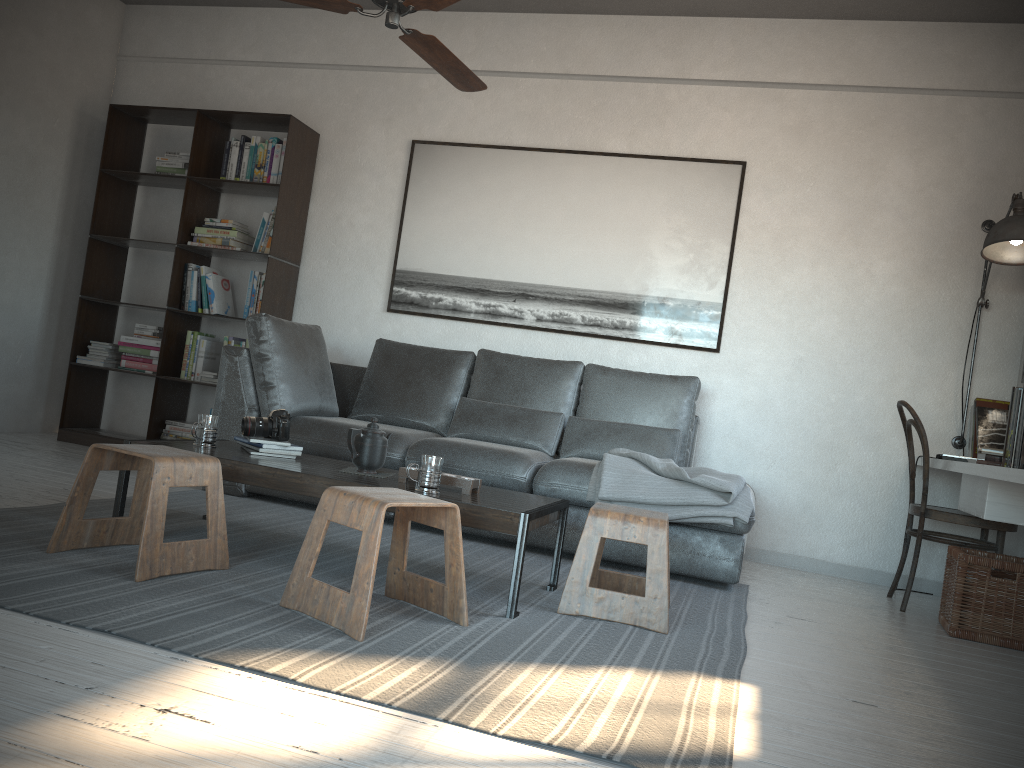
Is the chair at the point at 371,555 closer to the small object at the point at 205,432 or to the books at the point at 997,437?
the small object at the point at 205,432

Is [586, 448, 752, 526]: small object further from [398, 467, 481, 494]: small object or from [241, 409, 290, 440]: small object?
[241, 409, 290, 440]: small object

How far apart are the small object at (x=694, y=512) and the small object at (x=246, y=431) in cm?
127

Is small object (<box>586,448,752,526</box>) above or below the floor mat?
above

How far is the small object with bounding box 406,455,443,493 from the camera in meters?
2.8 m

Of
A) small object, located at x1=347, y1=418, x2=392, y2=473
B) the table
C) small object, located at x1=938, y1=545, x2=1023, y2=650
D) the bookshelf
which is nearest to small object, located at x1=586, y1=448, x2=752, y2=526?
the table

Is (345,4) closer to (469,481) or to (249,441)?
(249,441)

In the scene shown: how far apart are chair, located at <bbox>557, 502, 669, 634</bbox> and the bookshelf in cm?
284

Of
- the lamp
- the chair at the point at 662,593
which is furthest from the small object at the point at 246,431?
the lamp

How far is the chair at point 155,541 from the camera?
2.5 meters
